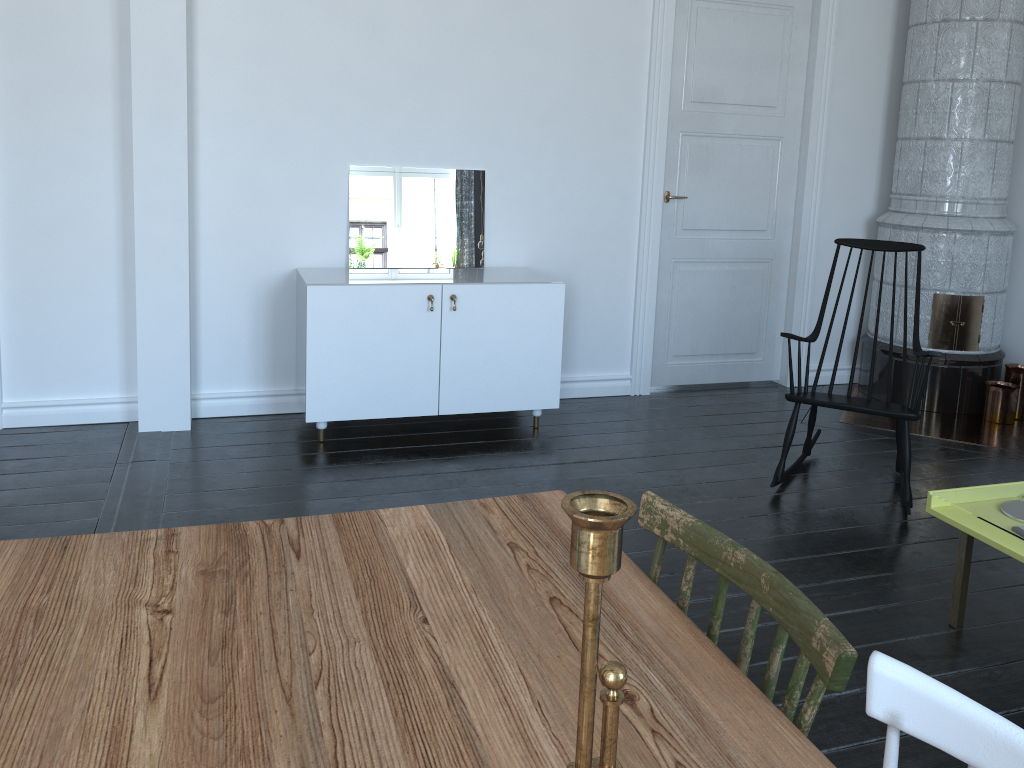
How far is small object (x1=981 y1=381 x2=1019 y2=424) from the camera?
4.7m

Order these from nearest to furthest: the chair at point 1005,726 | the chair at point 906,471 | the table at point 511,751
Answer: the chair at point 1005,726 < the table at point 511,751 < the chair at point 906,471

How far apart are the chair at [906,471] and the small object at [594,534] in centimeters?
317cm

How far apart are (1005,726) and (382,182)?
3.84m

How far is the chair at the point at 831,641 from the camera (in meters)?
1.01

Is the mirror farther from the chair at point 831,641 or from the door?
the chair at point 831,641

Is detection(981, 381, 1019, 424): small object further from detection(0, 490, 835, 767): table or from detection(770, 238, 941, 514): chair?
detection(0, 490, 835, 767): table

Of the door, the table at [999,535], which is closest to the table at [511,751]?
the table at [999,535]

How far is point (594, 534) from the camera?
0.6m

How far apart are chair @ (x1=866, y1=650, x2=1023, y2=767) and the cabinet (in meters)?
3.15
